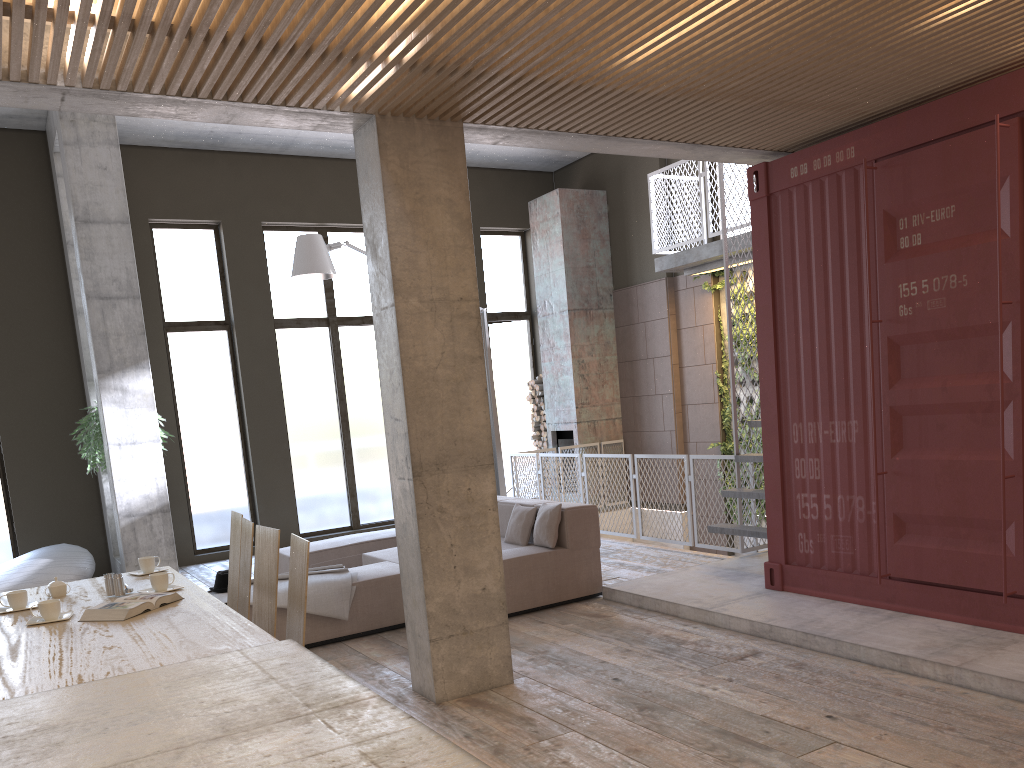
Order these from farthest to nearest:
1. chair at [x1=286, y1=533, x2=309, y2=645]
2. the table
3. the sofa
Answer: the sofa < chair at [x1=286, y1=533, x2=309, y2=645] < the table

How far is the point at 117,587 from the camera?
4.38m

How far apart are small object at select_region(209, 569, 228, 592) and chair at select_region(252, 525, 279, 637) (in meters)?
2.25

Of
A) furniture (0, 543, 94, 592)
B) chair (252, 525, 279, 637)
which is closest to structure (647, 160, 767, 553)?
chair (252, 525, 279, 637)

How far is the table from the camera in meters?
2.0

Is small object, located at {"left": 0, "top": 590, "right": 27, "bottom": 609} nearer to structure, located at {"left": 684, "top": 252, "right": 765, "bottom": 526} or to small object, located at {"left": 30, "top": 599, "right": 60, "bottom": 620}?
small object, located at {"left": 30, "top": 599, "right": 60, "bottom": 620}

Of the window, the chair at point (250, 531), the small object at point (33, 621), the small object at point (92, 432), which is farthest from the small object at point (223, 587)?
the window

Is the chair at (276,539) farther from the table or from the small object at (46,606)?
the small object at (46,606)

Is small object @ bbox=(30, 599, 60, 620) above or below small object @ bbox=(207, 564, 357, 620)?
above

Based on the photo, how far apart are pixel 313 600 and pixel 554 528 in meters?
1.9
